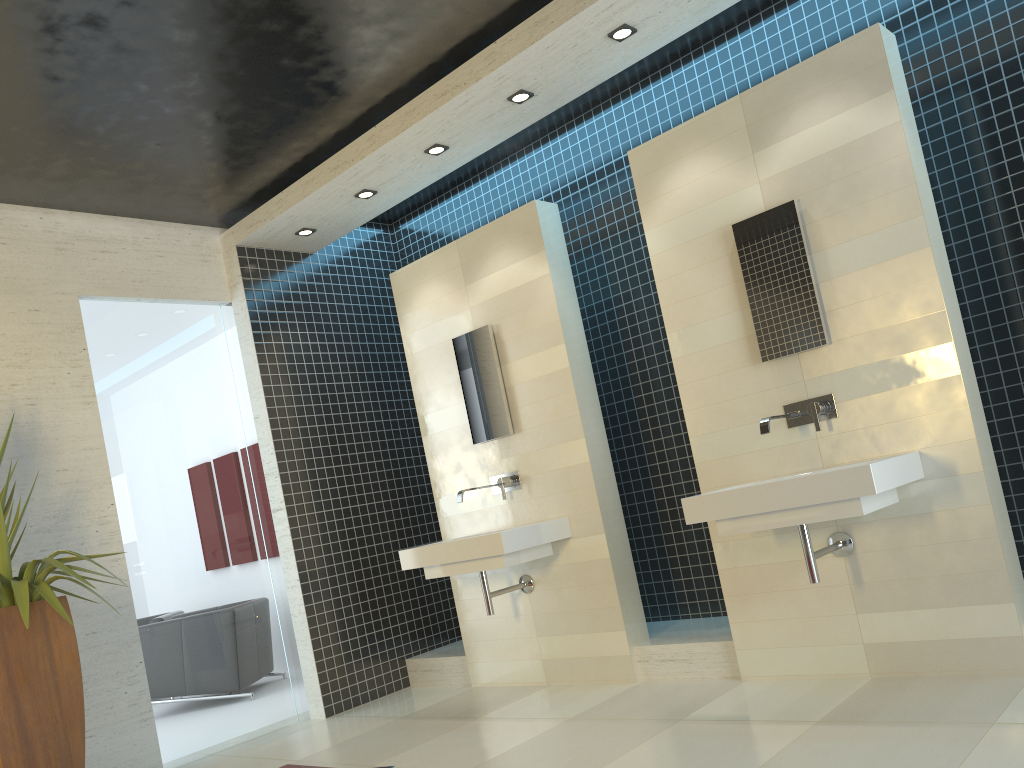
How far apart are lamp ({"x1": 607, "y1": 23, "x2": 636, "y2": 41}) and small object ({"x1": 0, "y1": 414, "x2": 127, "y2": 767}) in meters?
3.4

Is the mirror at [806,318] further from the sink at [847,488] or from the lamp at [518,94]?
the lamp at [518,94]

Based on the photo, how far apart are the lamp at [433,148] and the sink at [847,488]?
2.4 meters

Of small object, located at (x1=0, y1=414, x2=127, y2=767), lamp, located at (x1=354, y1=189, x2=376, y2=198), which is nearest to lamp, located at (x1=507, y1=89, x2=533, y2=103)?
lamp, located at (x1=354, y1=189, x2=376, y2=198)

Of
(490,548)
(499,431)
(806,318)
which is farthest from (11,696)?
(806,318)

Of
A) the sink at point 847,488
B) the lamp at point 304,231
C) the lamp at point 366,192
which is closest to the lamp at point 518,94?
the lamp at point 366,192

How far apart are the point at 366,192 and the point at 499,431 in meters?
1.7 m

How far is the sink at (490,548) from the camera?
4.63m

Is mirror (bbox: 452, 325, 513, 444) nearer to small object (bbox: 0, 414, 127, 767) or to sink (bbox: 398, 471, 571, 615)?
sink (bbox: 398, 471, 571, 615)

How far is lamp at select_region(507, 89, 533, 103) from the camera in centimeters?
462cm
